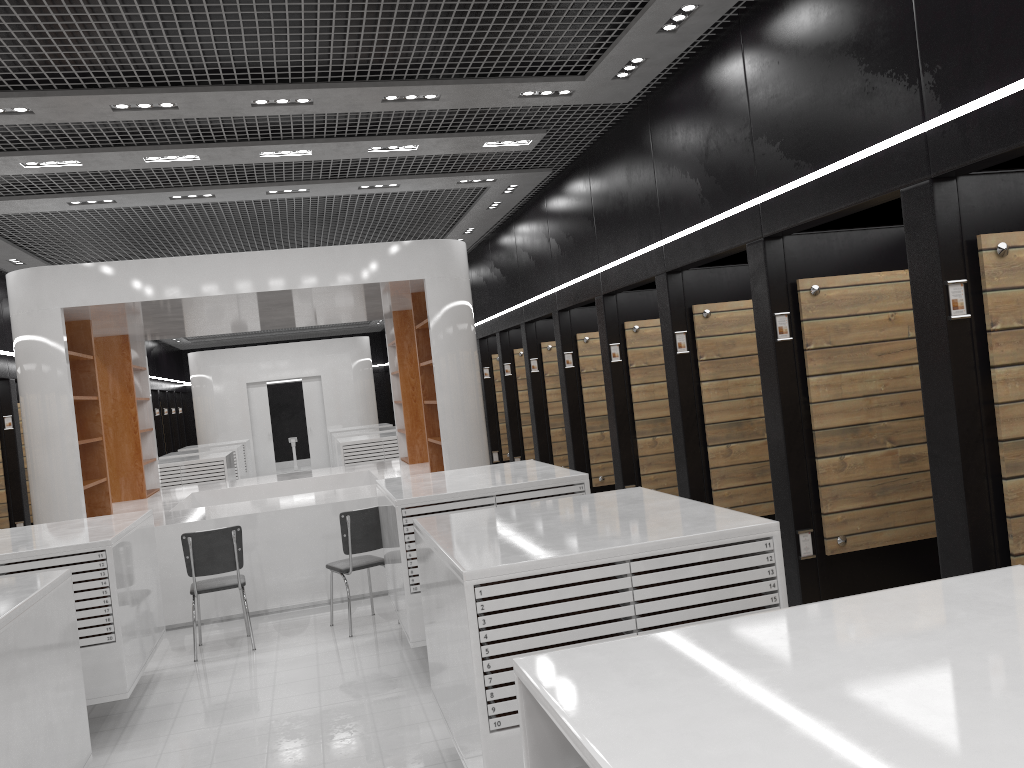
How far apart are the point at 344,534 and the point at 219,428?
14.6m

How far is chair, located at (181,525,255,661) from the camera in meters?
6.8

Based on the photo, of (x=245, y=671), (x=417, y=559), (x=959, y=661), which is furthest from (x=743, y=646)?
(x=245, y=671)

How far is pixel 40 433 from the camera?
7.8m

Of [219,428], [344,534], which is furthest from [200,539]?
[219,428]

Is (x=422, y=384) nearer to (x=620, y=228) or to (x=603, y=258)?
(x=603, y=258)

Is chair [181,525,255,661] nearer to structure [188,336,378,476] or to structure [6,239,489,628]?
structure [6,239,489,628]

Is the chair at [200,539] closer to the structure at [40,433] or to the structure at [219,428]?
the structure at [40,433]

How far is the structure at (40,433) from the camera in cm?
776

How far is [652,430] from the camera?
8.2 meters
